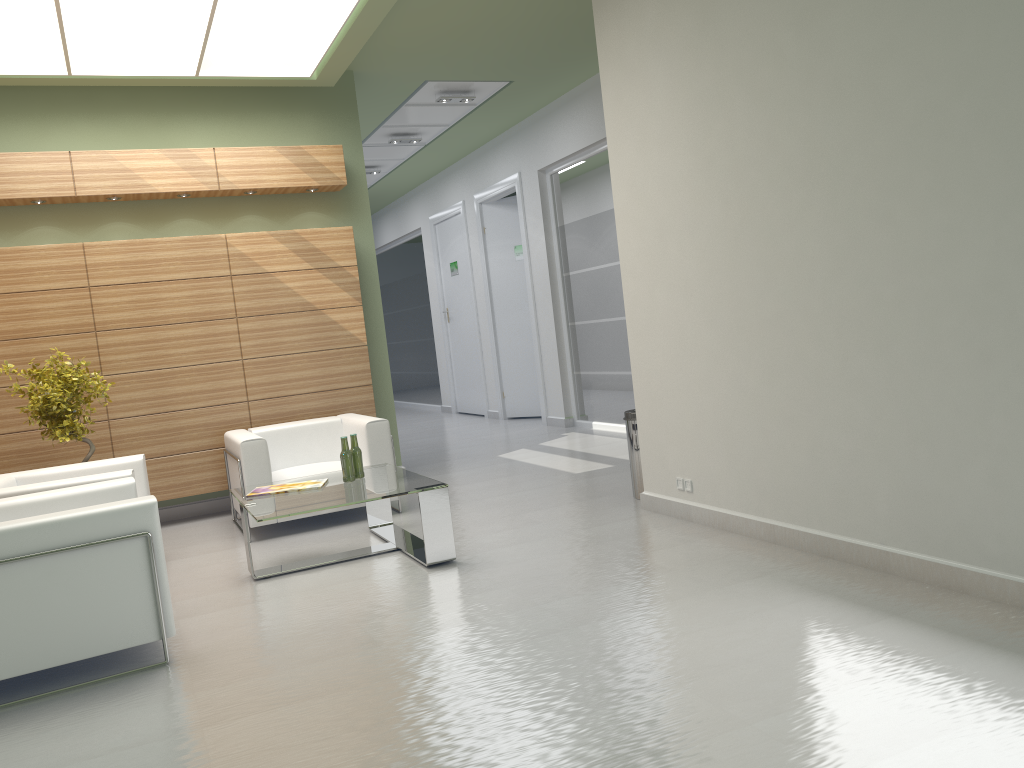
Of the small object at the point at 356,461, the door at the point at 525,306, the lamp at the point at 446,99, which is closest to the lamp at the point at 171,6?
the lamp at the point at 446,99

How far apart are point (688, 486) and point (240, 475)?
5.18m

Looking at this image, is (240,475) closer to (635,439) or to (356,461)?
(356,461)

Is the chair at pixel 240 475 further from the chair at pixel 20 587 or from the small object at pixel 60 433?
the chair at pixel 20 587

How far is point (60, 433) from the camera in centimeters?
1017cm

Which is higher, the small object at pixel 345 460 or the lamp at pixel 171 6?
the lamp at pixel 171 6

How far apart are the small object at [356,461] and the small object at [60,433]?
3.4m

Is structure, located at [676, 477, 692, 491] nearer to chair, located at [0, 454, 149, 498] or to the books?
the books

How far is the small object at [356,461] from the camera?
9.36m

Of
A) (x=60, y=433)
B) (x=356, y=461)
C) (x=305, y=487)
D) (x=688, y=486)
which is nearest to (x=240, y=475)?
(x=305, y=487)
